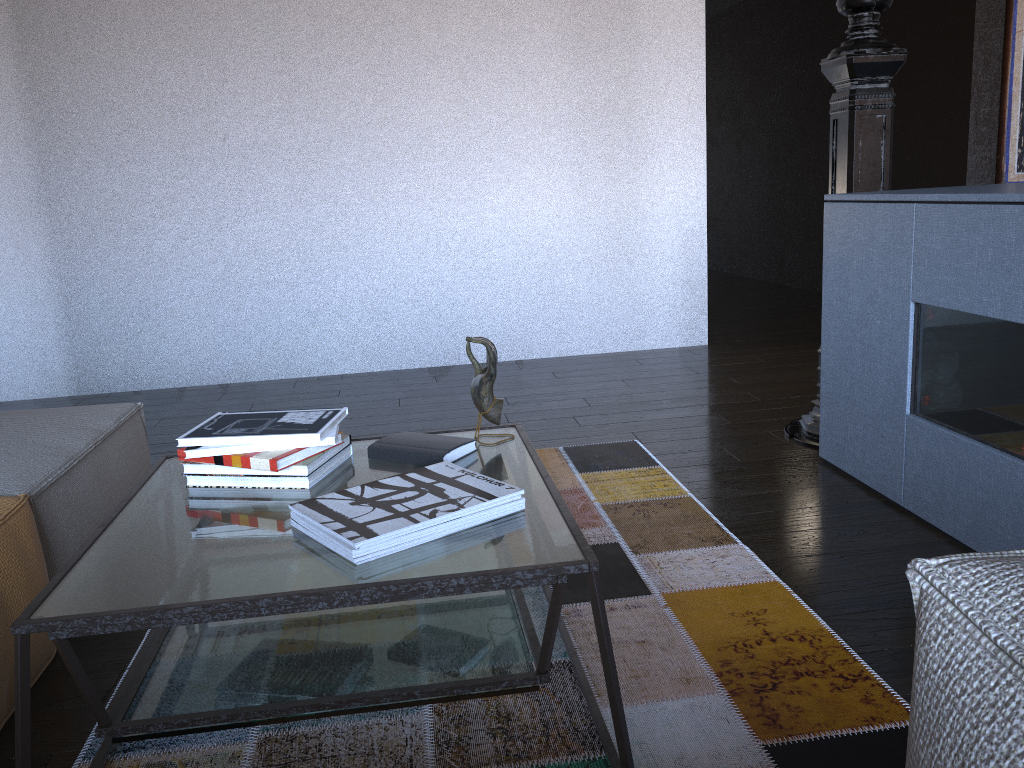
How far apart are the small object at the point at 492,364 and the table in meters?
0.1 m

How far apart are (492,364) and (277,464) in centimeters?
46cm

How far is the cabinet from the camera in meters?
2.0

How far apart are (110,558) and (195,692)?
0.24m

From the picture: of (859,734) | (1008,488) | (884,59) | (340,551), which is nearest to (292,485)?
(340,551)

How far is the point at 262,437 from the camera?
1.59m

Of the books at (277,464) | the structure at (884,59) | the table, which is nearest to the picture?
the structure at (884,59)

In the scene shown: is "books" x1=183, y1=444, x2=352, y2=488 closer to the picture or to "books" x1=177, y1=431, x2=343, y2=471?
"books" x1=177, y1=431, x2=343, y2=471

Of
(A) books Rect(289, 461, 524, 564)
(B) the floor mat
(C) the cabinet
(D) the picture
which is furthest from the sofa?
(D) the picture

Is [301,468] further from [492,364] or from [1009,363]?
[1009,363]
